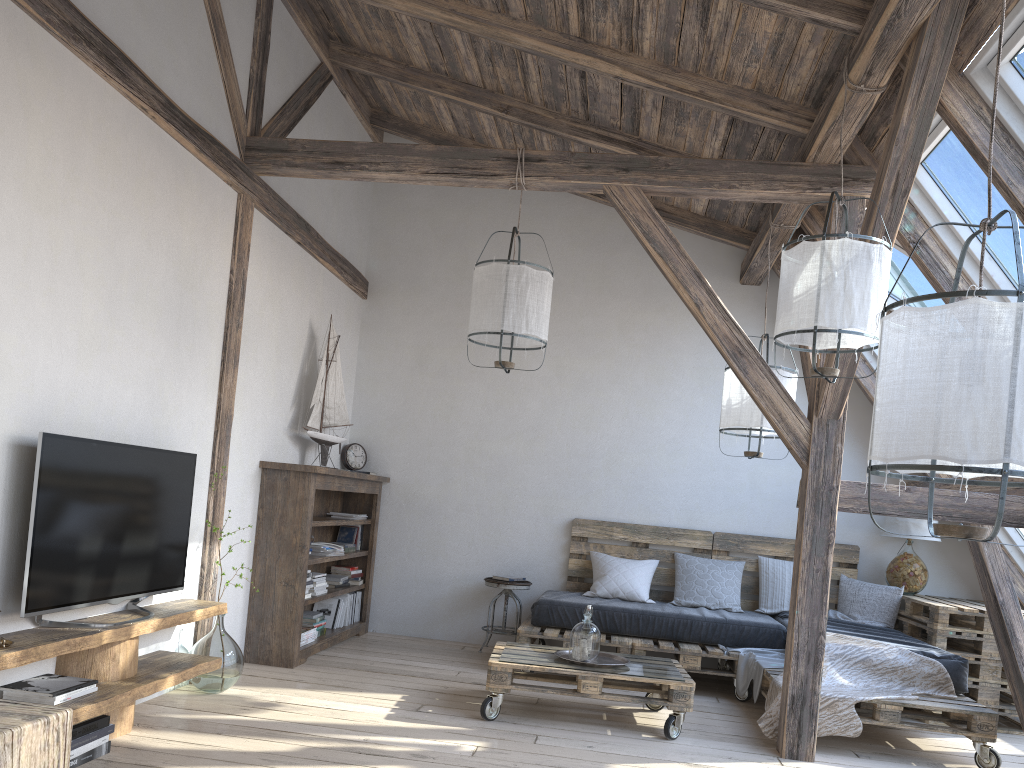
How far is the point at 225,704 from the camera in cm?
399

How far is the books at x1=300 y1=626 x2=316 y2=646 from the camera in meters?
5.2

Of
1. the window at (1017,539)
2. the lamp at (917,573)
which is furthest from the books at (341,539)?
the window at (1017,539)

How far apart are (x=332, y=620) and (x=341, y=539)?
0.61m

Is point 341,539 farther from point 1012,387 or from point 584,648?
point 1012,387

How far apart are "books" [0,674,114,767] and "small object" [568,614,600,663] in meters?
2.1 m

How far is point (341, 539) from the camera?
6.3m

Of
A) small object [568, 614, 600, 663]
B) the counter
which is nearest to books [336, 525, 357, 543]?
small object [568, 614, 600, 663]

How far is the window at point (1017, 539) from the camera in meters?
5.6 m

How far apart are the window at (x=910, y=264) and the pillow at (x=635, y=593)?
2.1 meters
